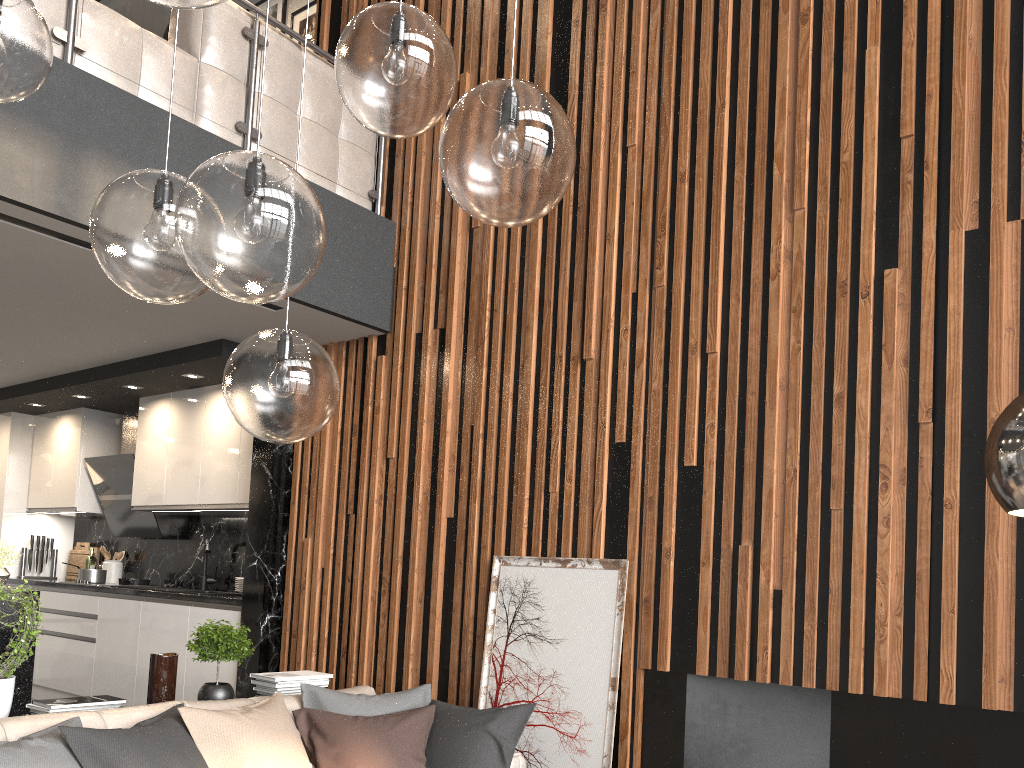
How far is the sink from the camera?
6.1m

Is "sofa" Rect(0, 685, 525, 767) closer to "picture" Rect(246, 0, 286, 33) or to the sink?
the sink

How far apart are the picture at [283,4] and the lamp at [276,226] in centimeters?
568cm

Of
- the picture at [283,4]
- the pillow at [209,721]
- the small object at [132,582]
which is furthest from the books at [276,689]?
the picture at [283,4]

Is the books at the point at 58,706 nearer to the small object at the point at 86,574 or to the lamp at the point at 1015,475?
the lamp at the point at 1015,475

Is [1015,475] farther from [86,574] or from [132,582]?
[86,574]

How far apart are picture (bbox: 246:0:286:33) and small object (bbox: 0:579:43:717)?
5.13m

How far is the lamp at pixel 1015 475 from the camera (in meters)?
1.33

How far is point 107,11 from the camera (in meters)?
3.79

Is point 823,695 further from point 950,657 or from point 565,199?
point 565,199
